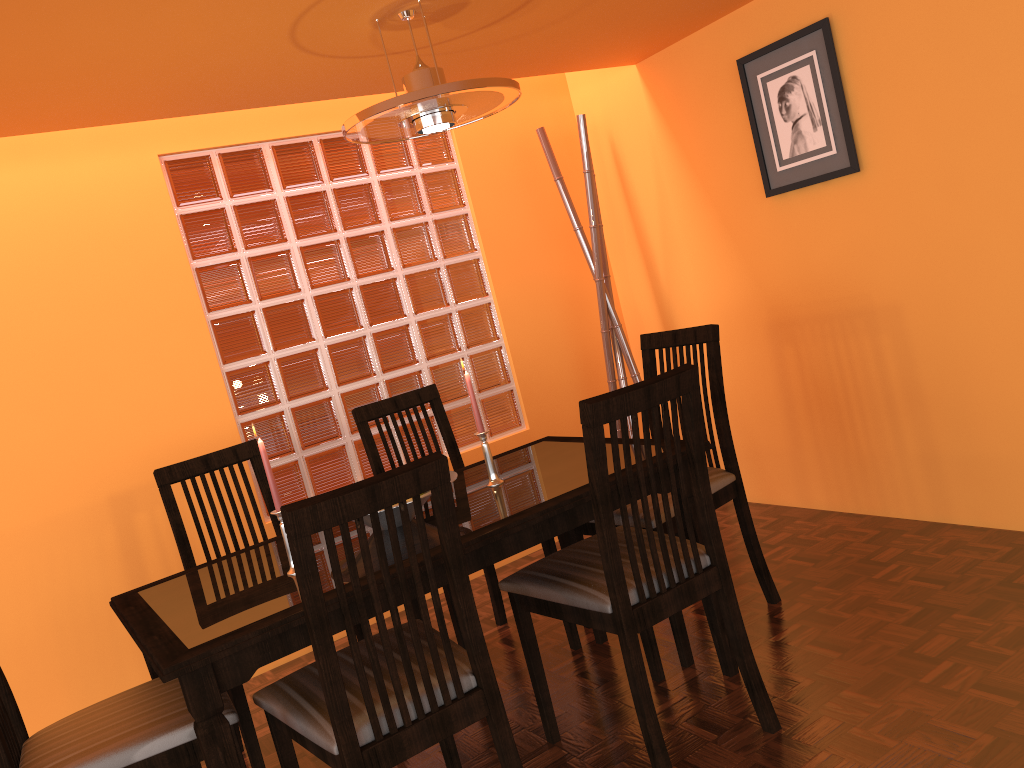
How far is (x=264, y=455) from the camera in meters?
1.8 m

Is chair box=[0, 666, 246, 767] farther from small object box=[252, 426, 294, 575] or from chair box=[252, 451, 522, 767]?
small object box=[252, 426, 294, 575]

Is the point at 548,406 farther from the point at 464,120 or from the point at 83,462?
the point at 83,462

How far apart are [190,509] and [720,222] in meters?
2.0 m

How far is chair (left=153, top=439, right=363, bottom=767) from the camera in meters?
2.0

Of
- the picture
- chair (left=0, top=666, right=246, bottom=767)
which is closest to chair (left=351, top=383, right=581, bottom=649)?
chair (left=0, top=666, right=246, bottom=767)

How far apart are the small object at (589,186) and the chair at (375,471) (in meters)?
0.88

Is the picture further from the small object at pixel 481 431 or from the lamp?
the small object at pixel 481 431

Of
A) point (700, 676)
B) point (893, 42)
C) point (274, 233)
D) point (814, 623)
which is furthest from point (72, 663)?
point (893, 42)

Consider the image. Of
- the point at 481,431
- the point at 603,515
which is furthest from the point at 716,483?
the point at 603,515
